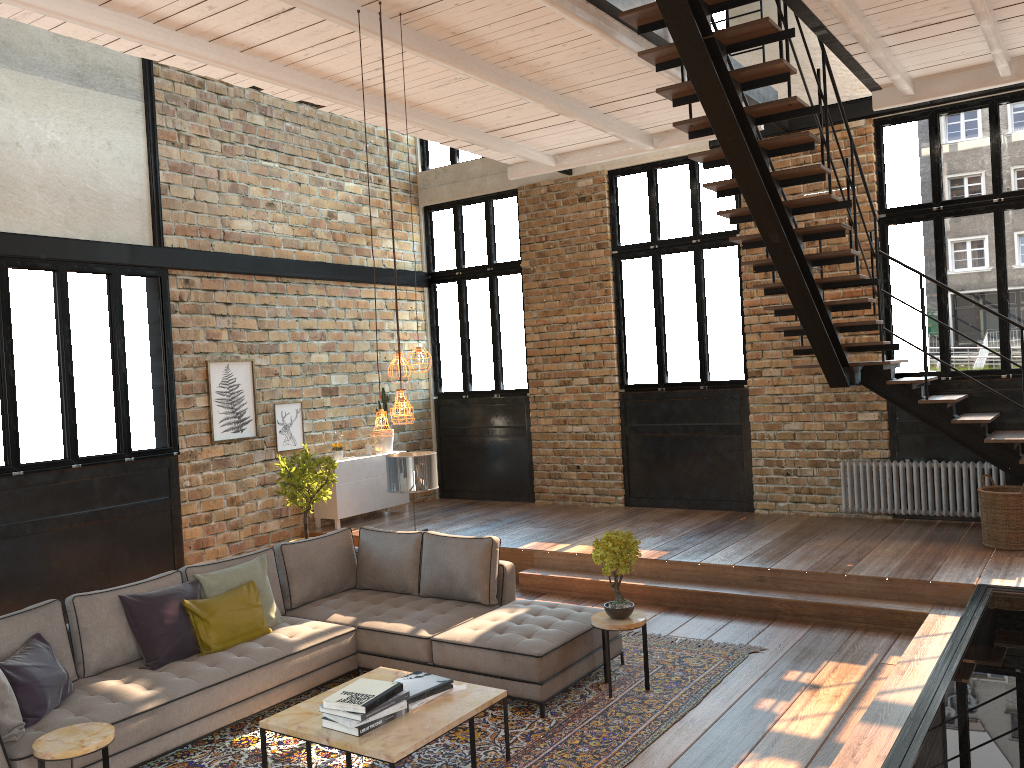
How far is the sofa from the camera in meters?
4.8 m

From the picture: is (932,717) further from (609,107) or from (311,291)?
(311,291)

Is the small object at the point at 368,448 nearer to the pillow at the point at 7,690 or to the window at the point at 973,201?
the window at the point at 973,201

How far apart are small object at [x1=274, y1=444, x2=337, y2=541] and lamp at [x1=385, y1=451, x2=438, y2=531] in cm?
182

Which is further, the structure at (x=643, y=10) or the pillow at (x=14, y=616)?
the structure at (x=643, y=10)

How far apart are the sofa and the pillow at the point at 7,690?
0.0 meters

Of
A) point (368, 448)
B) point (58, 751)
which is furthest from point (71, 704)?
point (368, 448)

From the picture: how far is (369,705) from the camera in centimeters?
423cm

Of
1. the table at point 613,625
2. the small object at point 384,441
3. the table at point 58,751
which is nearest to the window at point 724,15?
the small object at point 384,441

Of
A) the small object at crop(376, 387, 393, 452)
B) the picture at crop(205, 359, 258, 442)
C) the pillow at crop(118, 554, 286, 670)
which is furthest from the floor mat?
the small object at crop(376, 387, 393, 452)
